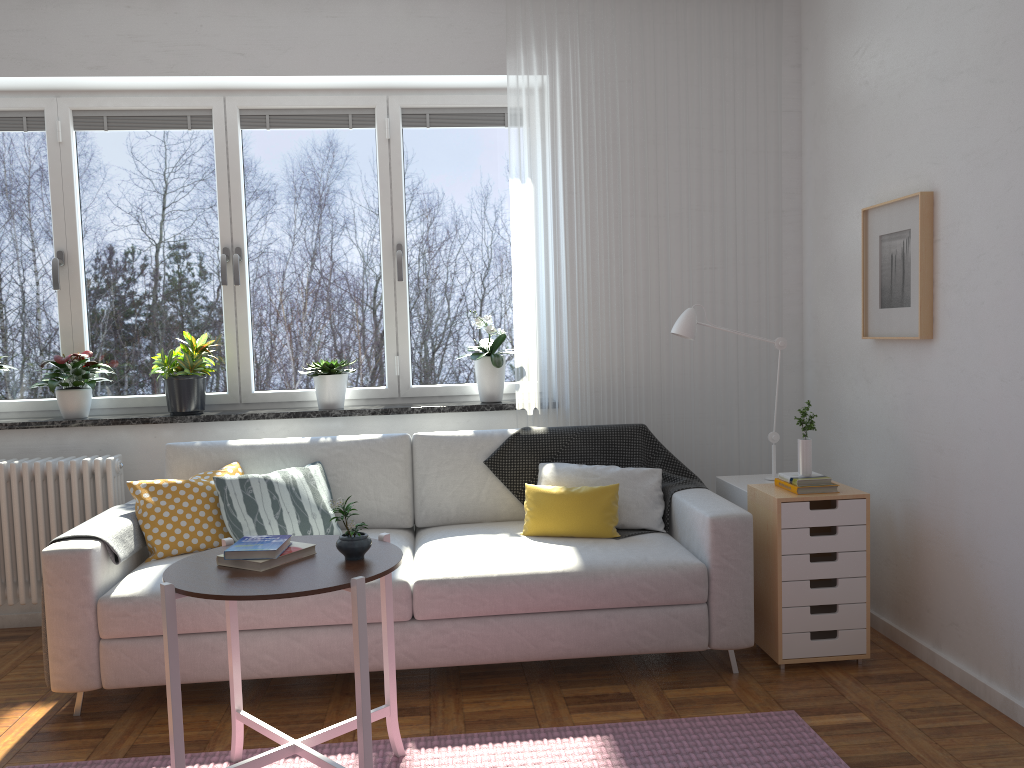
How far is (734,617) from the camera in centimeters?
315cm

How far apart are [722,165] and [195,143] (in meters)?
2.50

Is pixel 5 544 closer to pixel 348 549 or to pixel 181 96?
pixel 181 96

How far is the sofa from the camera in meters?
3.0 m

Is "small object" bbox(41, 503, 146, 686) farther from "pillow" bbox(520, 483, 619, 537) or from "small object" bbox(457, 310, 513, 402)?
"small object" bbox(457, 310, 513, 402)

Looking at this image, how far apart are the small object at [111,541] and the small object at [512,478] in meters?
1.4

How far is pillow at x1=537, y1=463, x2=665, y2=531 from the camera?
3.53m

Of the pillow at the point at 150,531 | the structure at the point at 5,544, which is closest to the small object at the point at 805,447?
the pillow at the point at 150,531

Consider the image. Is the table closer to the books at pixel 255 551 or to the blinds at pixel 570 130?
the books at pixel 255 551

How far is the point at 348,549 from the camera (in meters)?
2.32
